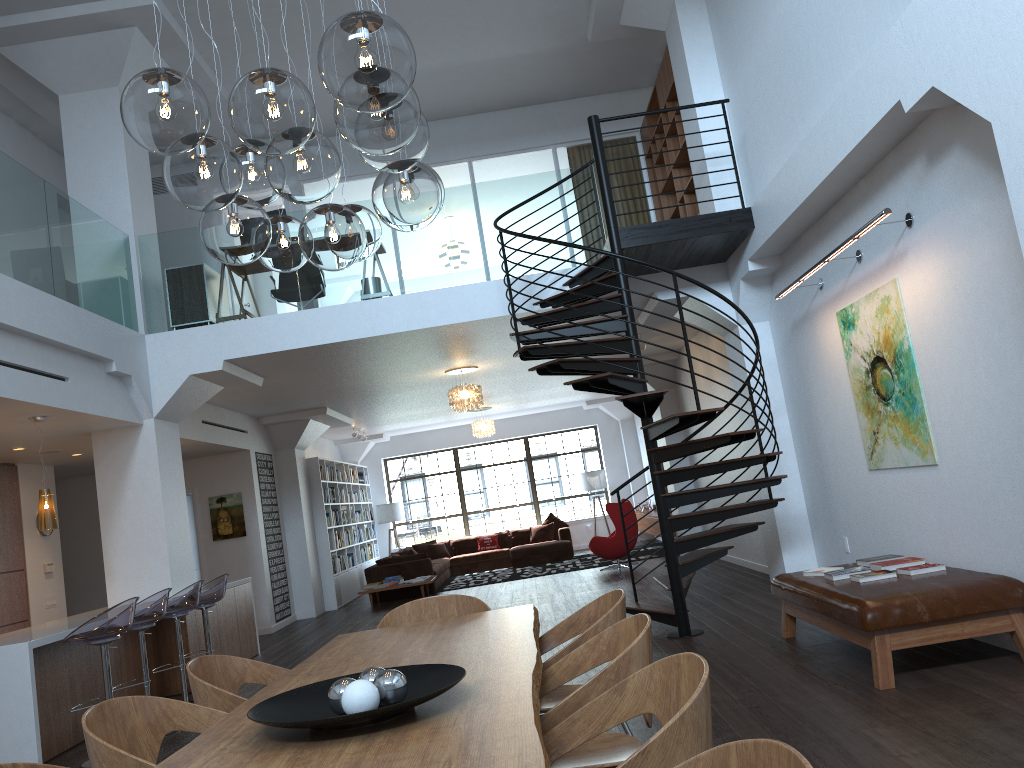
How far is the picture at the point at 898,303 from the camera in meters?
5.7

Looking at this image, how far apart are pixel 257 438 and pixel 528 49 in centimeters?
652cm

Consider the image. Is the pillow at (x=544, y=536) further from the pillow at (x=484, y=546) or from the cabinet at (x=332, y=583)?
the cabinet at (x=332, y=583)

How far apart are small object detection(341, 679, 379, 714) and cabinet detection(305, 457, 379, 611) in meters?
12.1 m

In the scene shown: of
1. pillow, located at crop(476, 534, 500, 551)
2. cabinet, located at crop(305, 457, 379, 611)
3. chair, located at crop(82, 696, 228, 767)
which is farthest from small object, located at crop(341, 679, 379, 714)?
pillow, located at crop(476, 534, 500, 551)

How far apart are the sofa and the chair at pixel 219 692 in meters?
10.3 m

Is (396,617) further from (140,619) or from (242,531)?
(242,531)

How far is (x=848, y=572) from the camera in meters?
5.5

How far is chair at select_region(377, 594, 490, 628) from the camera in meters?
4.5

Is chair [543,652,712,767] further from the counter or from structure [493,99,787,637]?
the counter
